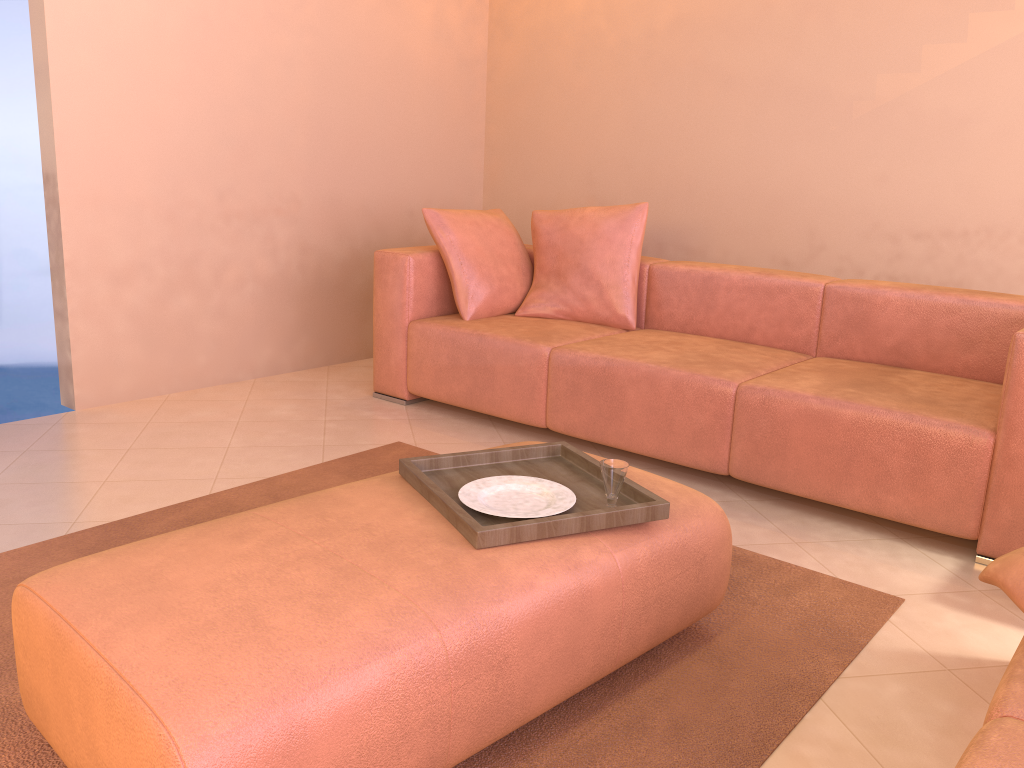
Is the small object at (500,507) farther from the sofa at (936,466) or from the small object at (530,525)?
the sofa at (936,466)

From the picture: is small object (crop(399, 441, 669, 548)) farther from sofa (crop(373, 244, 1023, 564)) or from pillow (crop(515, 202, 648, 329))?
pillow (crop(515, 202, 648, 329))

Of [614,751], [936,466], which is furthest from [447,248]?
[614,751]

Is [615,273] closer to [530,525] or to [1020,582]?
[530,525]

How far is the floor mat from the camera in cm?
159

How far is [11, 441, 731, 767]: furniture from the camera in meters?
1.2

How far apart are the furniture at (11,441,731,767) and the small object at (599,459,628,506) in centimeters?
7cm

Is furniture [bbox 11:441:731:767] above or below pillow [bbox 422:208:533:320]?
below

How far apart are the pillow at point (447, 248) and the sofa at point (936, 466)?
0.0 meters

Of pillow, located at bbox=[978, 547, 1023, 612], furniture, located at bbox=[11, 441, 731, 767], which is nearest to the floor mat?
furniture, located at bbox=[11, 441, 731, 767]
